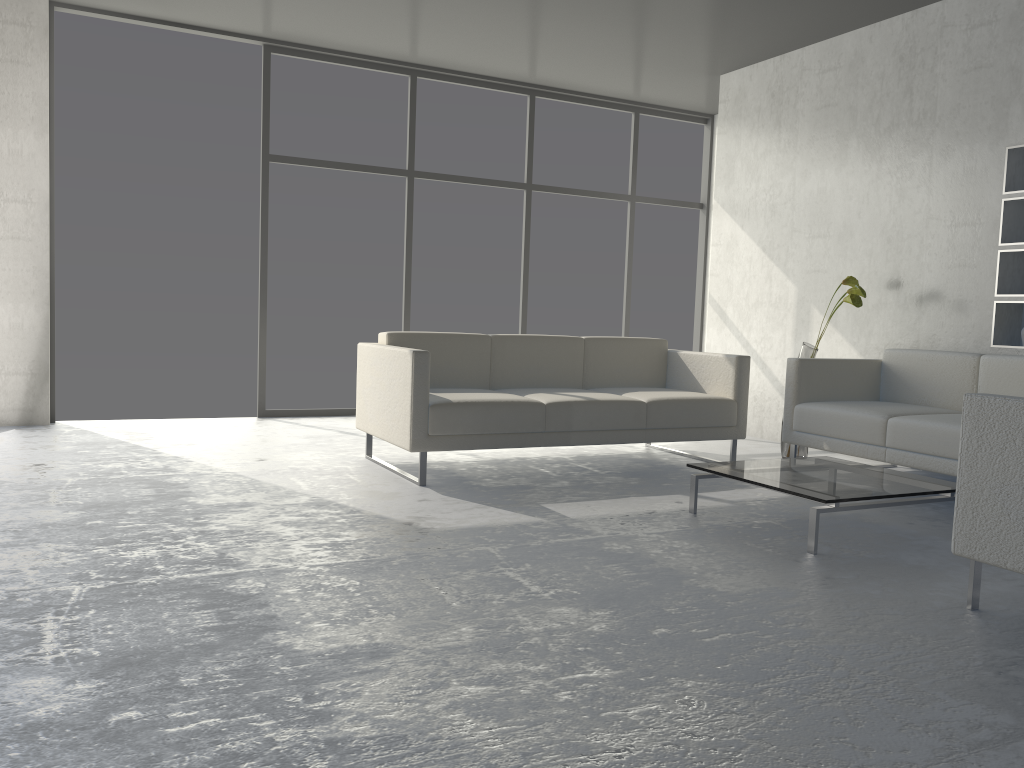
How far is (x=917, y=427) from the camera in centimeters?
385cm

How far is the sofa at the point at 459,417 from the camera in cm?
389

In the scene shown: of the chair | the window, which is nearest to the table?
the chair

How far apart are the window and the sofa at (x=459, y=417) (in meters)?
1.77

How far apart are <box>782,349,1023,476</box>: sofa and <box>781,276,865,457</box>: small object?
0.3m

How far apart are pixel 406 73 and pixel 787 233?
2.9m

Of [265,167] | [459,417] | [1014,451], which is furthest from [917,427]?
[265,167]

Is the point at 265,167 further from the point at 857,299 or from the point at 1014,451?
the point at 1014,451

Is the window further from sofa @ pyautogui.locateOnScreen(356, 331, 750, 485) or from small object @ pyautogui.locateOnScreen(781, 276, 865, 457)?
small object @ pyautogui.locateOnScreen(781, 276, 865, 457)

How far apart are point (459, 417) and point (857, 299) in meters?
2.3 m
